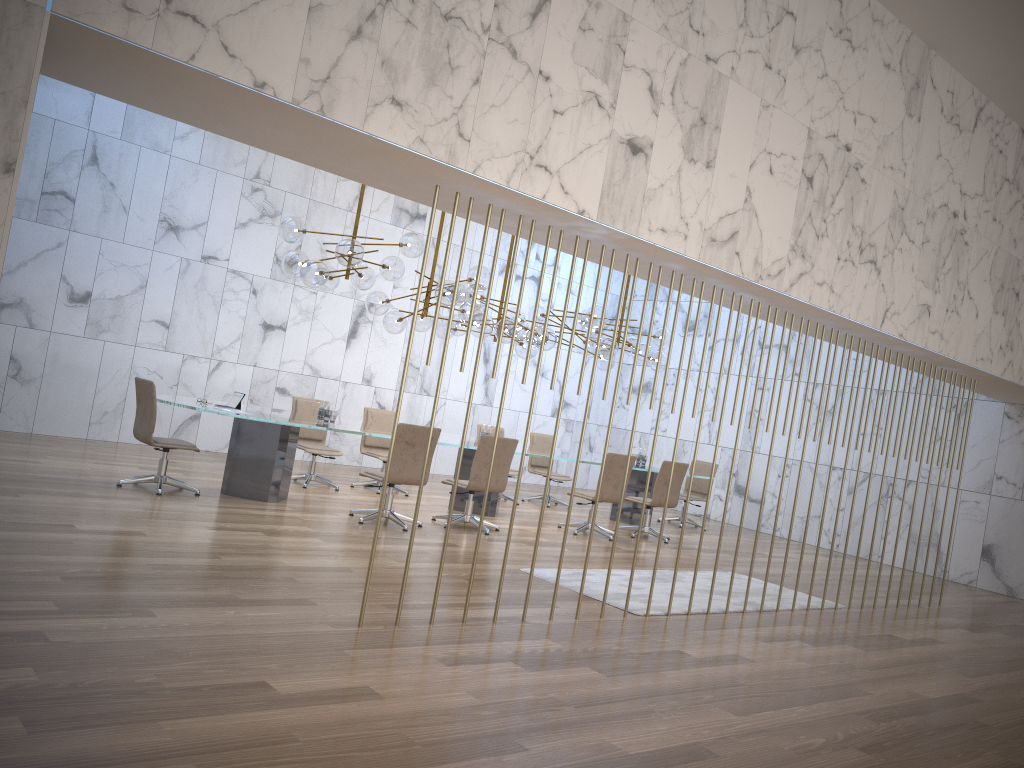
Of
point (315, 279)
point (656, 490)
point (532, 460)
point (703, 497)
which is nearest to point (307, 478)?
point (315, 279)

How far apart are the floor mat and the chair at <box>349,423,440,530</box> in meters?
1.6

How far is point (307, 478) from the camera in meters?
10.3 m

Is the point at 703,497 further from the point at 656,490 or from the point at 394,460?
the point at 394,460

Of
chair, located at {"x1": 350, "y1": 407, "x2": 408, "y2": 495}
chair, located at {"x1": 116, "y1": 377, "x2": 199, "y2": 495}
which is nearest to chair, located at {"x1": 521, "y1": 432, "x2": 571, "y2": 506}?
chair, located at {"x1": 350, "y1": 407, "x2": 408, "y2": 495}

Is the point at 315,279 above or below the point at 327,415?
above

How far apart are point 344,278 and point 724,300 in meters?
7.2

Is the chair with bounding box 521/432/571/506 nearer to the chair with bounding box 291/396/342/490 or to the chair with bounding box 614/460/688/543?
the chair with bounding box 614/460/688/543

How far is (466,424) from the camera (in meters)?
5.15

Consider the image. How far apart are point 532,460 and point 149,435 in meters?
6.2 m
